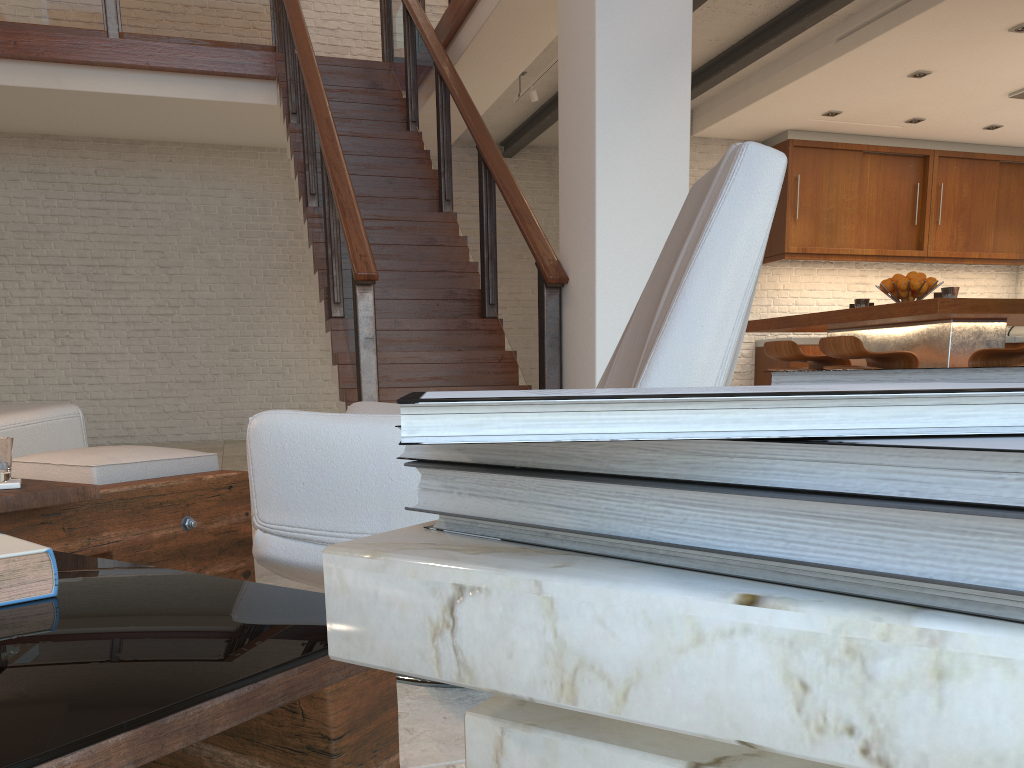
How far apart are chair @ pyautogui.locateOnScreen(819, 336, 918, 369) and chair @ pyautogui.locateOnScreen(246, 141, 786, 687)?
3.0 meters

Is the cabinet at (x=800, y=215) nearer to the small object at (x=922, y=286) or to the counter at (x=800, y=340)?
the counter at (x=800, y=340)

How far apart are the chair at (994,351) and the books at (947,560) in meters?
4.3 m

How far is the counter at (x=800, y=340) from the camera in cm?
854

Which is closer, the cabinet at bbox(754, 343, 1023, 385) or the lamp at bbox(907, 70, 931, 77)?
the lamp at bbox(907, 70, 931, 77)

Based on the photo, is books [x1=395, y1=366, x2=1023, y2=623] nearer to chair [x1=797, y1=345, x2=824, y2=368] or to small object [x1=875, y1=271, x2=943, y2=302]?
small object [x1=875, y1=271, x2=943, y2=302]

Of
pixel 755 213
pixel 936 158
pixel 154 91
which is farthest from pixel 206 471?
pixel 936 158

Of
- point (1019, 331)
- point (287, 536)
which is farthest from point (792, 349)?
point (1019, 331)

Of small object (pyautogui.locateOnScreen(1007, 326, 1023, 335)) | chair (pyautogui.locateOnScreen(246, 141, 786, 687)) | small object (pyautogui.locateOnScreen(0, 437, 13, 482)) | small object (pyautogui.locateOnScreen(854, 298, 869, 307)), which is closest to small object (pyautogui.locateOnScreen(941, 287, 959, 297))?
small object (pyautogui.locateOnScreen(854, 298, 869, 307))

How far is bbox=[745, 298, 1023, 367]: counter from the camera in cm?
436
